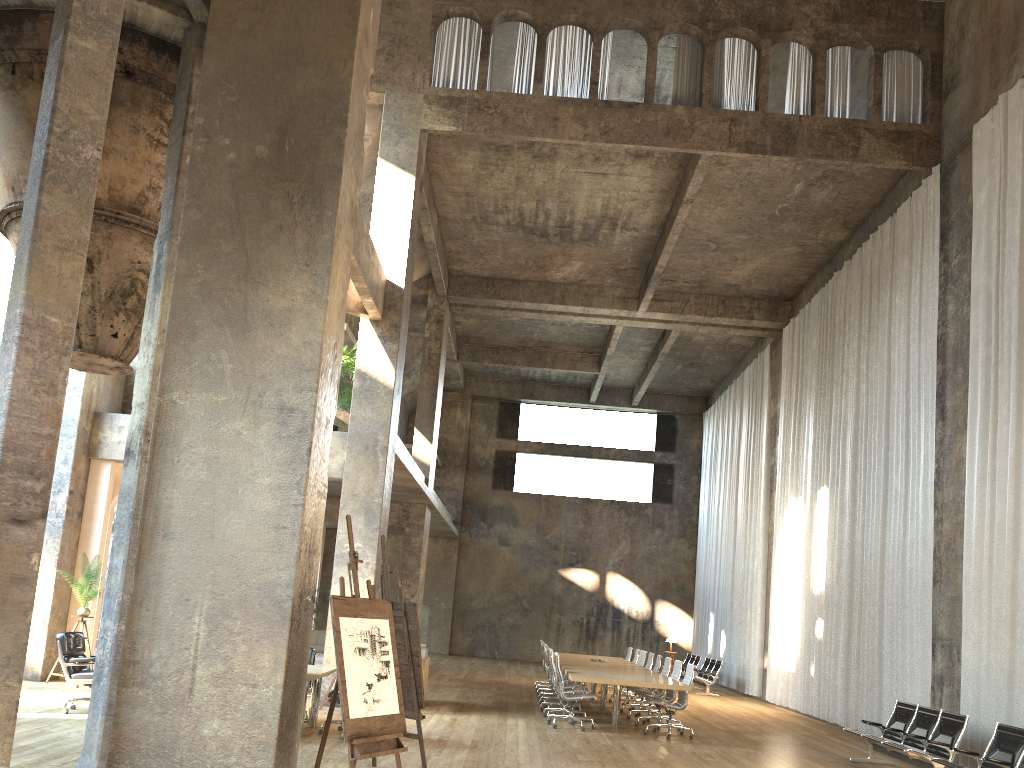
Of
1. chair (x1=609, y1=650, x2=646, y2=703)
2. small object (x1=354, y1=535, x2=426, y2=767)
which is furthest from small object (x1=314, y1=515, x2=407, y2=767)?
chair (x1=609, y1=650, x2=646, y2=703)

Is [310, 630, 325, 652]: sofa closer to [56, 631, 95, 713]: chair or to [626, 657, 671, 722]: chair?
[626, 657, 671, 722]: chair

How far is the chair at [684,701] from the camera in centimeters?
1177cm

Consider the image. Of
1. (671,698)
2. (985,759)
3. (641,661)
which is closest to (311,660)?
(671,698)

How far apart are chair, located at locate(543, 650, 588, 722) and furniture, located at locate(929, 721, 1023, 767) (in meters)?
5.68

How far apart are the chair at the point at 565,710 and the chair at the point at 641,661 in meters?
4.1

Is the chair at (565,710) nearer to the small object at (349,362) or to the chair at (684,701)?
the chair at (684,701)

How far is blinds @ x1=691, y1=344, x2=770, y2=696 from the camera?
20.9m

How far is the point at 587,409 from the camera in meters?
29.9 m

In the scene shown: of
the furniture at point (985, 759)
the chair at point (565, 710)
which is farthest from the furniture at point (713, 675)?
the furniture at point (985, 759)
